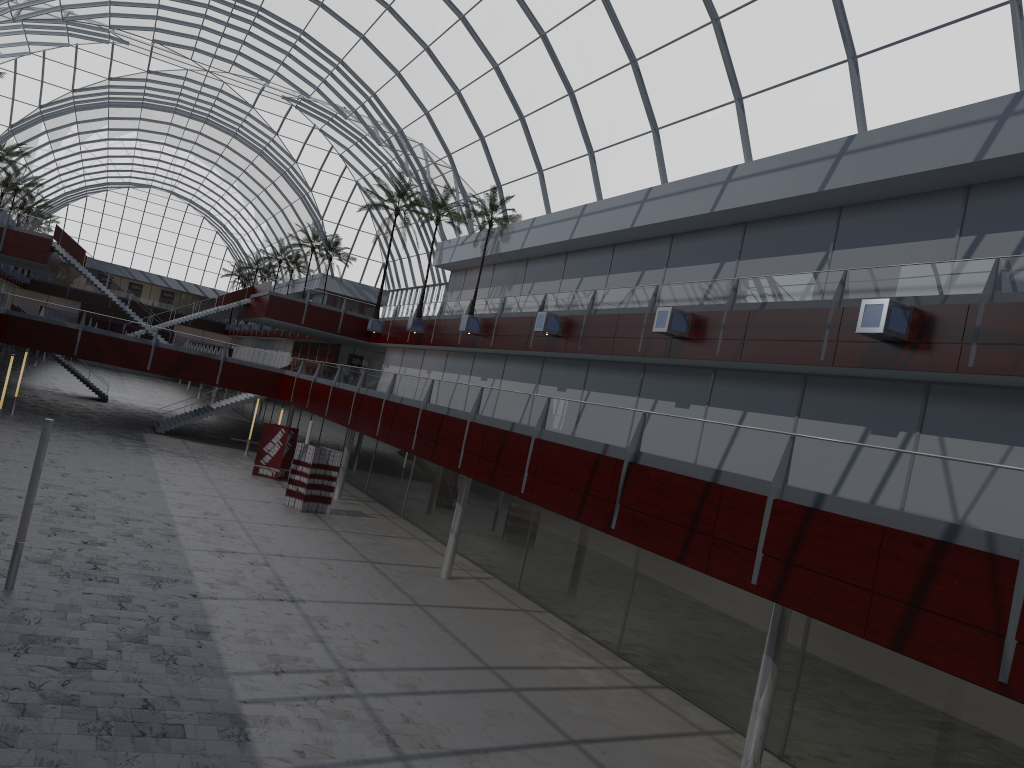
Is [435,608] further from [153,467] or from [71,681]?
[153,467]

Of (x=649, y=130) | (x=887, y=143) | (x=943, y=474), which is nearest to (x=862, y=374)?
(x=887, y=143)
